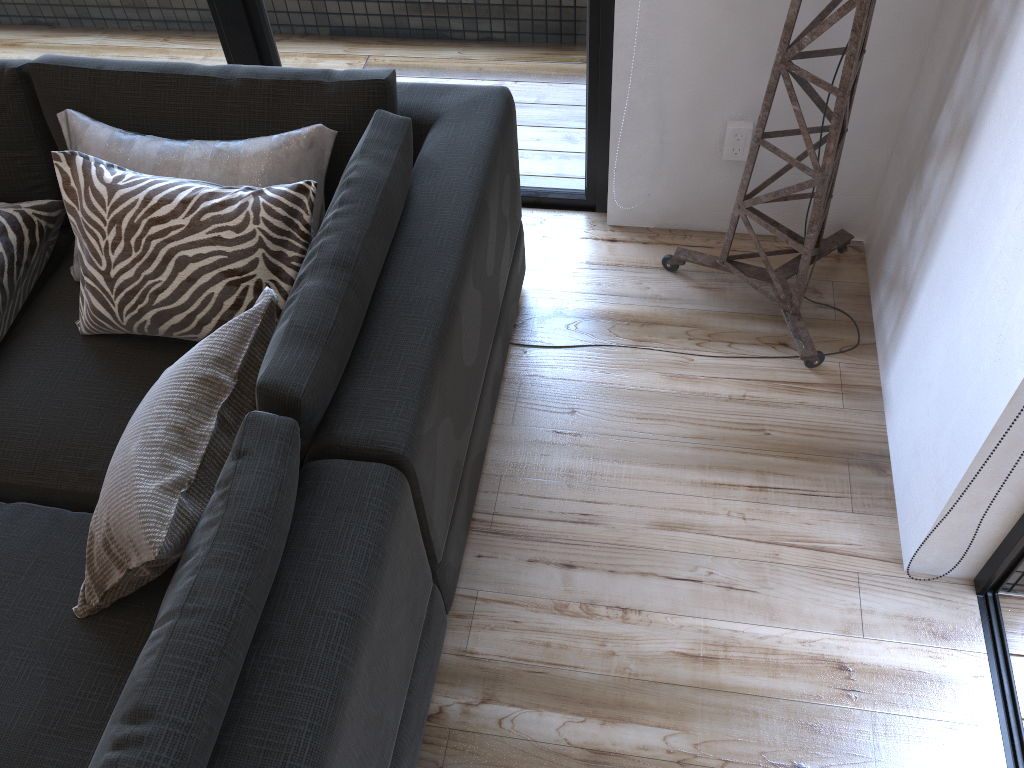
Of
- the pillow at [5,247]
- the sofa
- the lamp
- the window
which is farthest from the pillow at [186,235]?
the lamp

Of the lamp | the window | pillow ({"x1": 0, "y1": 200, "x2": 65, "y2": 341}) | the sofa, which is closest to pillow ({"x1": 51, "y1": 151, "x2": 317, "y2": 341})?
the sofa

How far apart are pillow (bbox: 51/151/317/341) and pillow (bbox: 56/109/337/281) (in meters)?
0.04

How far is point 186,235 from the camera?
1.6 meters

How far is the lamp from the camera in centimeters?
168cm

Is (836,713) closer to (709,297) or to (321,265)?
(709,297)

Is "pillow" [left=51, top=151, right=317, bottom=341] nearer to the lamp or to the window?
the window

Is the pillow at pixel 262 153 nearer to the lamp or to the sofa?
the sofa

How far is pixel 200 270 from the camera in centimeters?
161cm

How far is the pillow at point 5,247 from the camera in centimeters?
180cm
